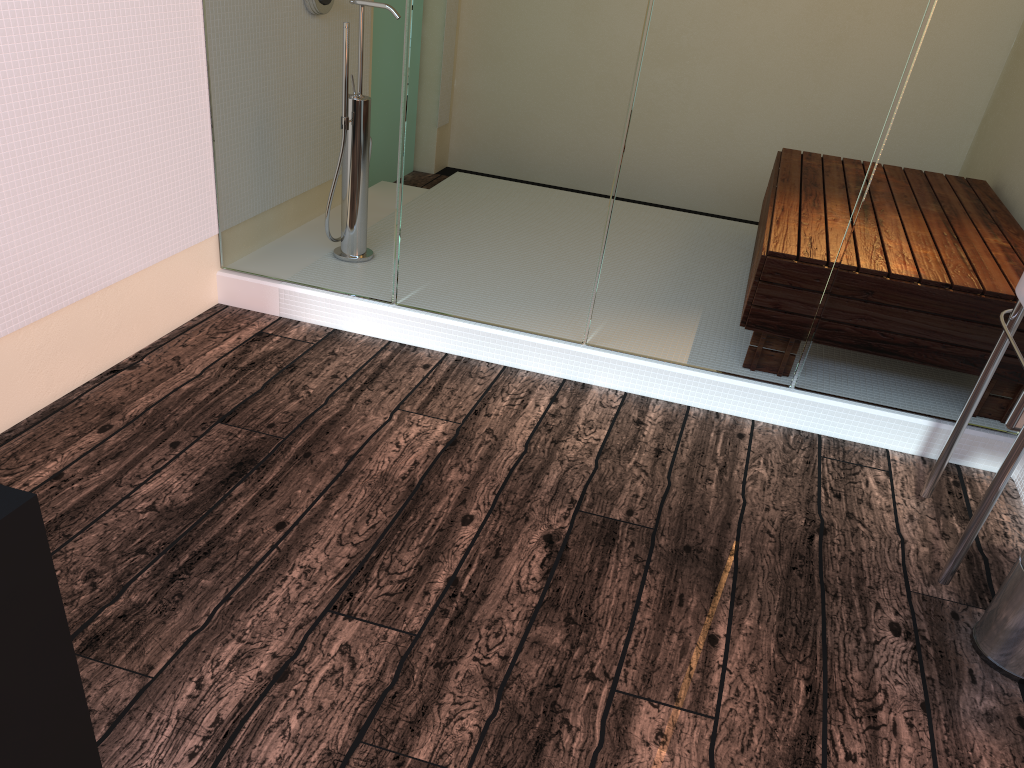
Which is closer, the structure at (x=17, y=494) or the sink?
the structure at (x=17, y=494)

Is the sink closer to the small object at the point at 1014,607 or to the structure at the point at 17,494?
the small object at the point at 1014,607

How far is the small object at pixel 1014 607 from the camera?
1.9m

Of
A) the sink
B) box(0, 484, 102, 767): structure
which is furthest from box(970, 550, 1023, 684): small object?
box(0, 484, 102, 767): structure

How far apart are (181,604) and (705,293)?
1.7m

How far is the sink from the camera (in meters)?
1.97

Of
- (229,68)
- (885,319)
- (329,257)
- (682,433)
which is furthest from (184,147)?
(885,319)

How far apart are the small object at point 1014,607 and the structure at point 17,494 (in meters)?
1.79

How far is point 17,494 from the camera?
0.90m

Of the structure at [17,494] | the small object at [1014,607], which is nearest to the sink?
the small object at [1014,607]
